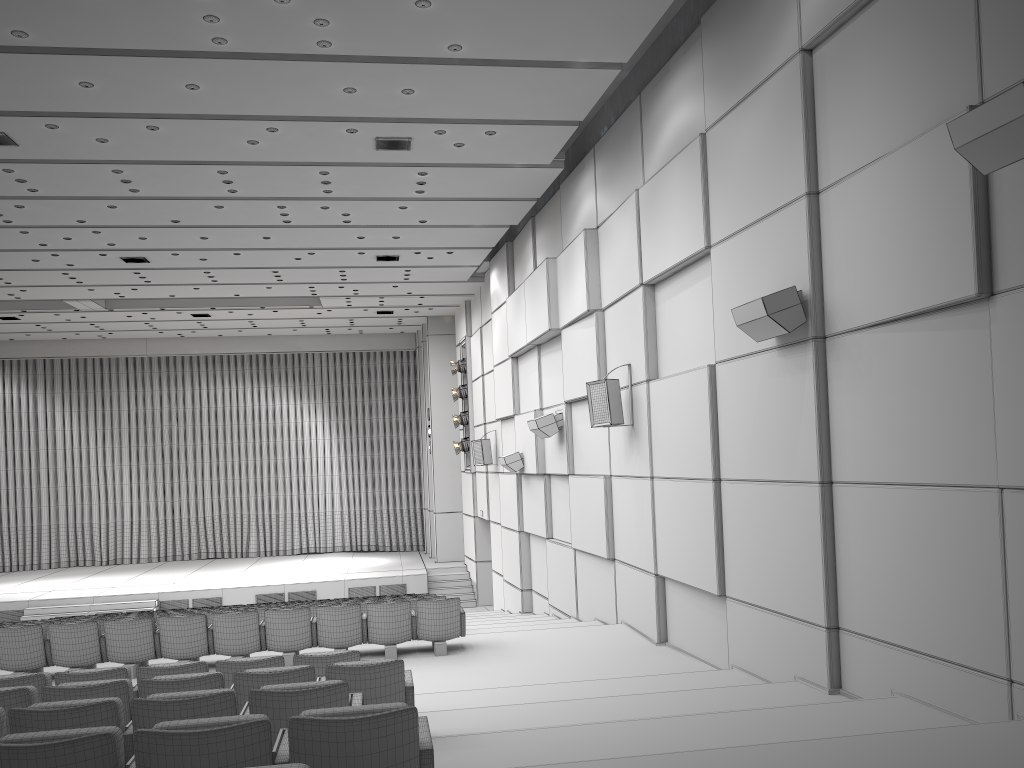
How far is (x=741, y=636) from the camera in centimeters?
782cm

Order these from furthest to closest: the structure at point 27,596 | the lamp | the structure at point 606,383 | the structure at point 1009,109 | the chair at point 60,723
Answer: the lamp → the structure at point 27,596 → the structure at point 606,383 → the structure at point 1009,109 → the chair at point 60,723

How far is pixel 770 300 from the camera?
6.7m

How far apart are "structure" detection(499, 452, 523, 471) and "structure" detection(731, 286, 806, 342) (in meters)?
8.89

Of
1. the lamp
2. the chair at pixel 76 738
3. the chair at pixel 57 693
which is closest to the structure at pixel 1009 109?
the chair at pixel 76 738

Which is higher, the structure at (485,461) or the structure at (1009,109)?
the structure at (1009,109)

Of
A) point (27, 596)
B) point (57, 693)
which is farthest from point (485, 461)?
point (57, 693)

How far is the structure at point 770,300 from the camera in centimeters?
668cm

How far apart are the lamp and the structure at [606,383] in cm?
1108

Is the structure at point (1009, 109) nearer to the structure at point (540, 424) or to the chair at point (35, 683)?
the chair at point (35, 683)
